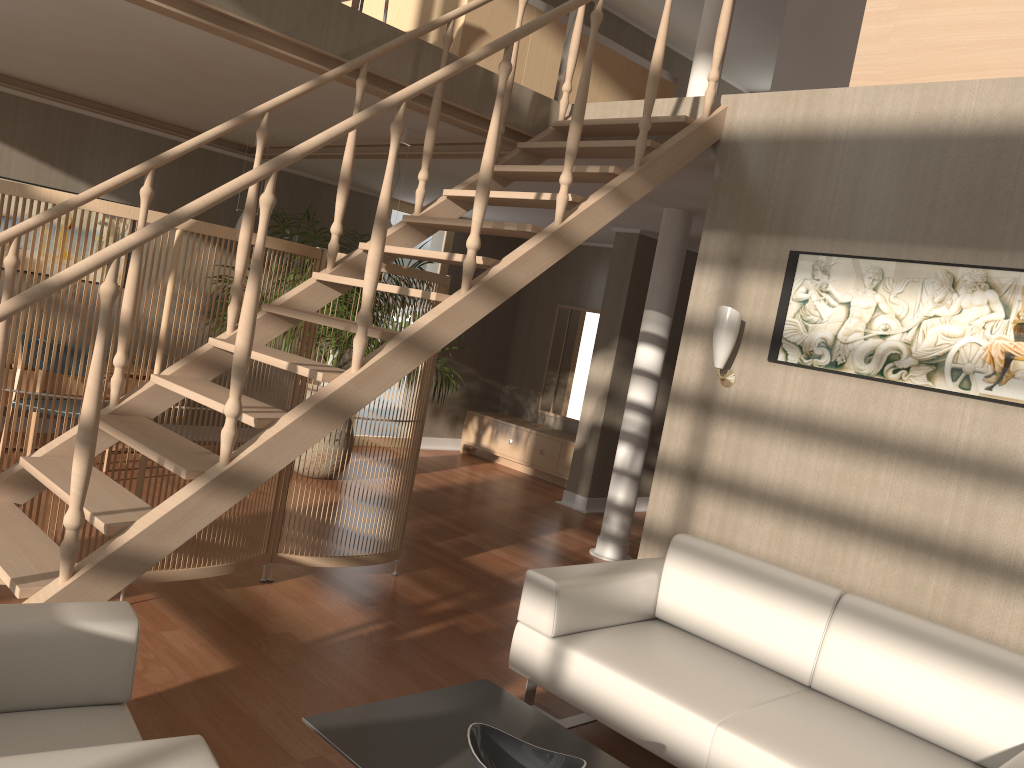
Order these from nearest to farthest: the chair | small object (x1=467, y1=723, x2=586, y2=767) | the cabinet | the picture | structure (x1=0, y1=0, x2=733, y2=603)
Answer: the chair
small object (x1=467, y1=723, x2=586, y2=767)
structure (x1=0, y1=0, x2=733, y2=603)
the picture
the cabinet

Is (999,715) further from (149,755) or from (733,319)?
(149,755)

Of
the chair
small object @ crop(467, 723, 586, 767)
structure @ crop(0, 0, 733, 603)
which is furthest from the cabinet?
the chair

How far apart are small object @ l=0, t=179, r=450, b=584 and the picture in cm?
172

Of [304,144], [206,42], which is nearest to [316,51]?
[206,42]

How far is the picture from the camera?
3.24m

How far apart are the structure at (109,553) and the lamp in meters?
0.6 m

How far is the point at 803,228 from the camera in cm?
384

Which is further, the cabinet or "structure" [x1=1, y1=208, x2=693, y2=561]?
the cabinet

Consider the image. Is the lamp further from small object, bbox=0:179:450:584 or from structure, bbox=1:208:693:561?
structure, bbox=1:208:693:561
